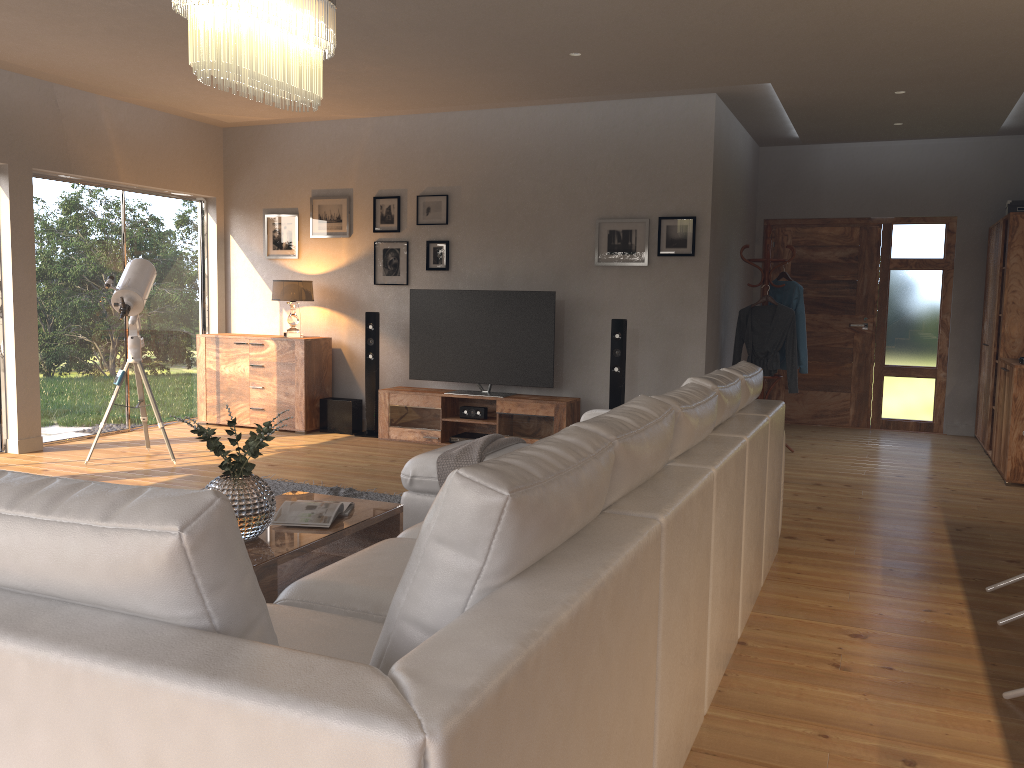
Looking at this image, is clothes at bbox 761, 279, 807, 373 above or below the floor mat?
above

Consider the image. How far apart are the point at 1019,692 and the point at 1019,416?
3.9 meters

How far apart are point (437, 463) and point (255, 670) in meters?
3.2 m

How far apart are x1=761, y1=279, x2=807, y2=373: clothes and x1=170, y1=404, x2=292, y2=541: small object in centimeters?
501cm

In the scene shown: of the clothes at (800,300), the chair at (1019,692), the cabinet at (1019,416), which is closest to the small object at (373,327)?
the clothes at (800,300)

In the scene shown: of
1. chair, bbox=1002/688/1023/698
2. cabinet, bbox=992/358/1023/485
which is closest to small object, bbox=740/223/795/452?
cabinet, bbox=992/358/1023/485

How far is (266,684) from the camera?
1.09m

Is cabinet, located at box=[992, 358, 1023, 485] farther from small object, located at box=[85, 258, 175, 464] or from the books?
small object, located at box=[85, 258, 175, 464]

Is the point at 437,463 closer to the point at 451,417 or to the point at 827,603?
the point at 827,603

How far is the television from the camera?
7.12m
